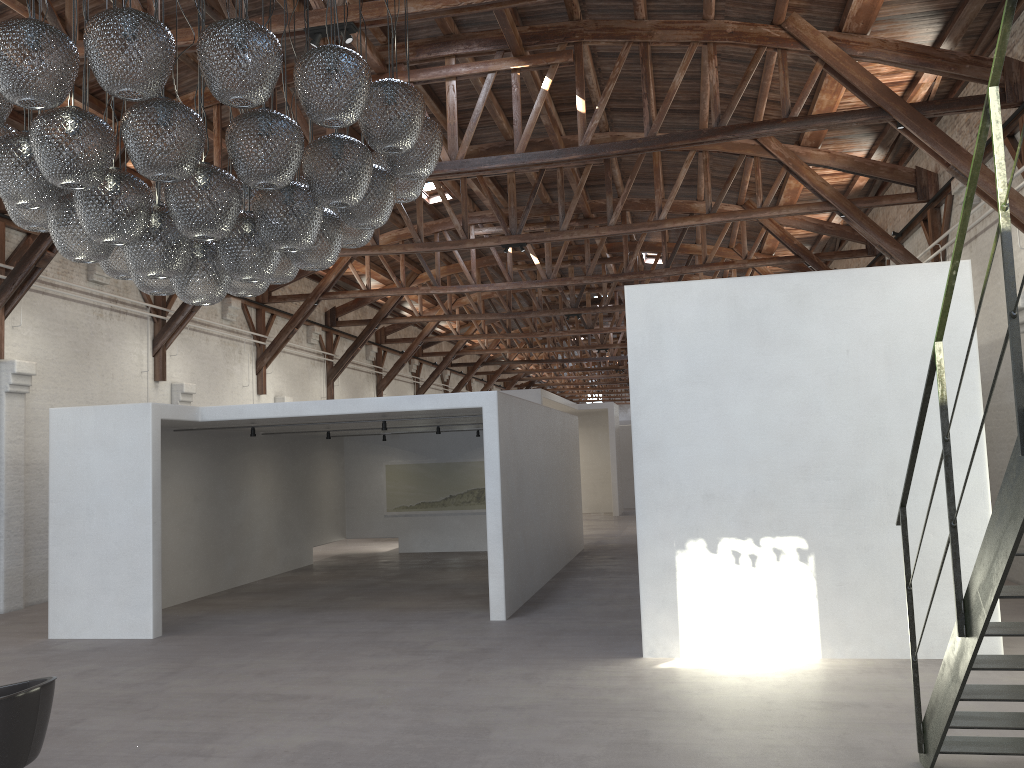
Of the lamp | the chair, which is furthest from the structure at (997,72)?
the chair

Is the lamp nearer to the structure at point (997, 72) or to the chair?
the chair

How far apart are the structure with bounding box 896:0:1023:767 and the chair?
4.2m

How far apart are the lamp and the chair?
2.02m

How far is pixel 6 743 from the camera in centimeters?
407cm

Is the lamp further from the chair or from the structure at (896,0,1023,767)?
the structure at (896,0,1023,767)

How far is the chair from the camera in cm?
407

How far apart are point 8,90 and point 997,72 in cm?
387

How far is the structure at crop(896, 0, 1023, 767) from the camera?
3.1m

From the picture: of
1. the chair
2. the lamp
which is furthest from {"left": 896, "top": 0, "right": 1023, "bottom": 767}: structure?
the chair
